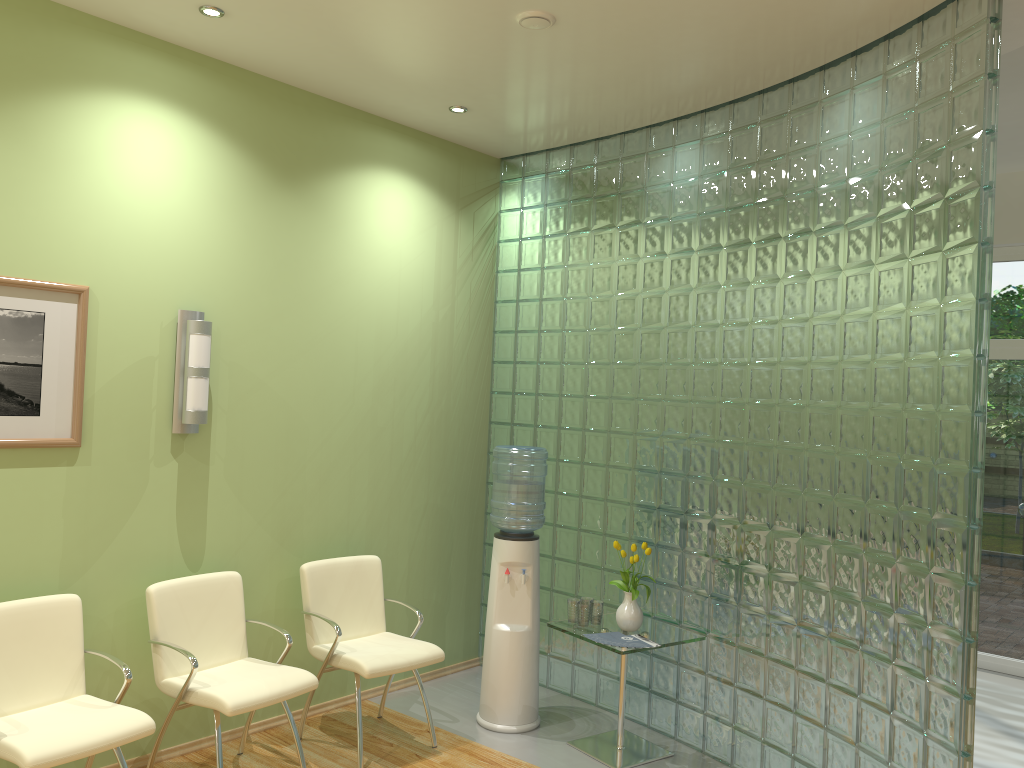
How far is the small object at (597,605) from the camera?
4.59m

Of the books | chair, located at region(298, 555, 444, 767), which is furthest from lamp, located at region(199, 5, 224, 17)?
the books

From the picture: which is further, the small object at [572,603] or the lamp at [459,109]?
the lamp at [459,109]

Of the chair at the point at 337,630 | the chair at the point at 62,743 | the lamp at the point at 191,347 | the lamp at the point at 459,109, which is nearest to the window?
the lamp at the point at 459,109

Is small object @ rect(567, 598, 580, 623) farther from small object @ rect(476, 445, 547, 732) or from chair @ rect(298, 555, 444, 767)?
chair @ rect(298, 555, 444, 767)

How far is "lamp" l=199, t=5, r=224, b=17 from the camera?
3.70m

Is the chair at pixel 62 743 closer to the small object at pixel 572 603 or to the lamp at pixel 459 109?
the small object at pixel 572 603

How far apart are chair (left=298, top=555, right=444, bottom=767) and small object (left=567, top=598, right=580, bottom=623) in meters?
0.7 m

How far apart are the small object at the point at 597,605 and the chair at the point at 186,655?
1.46m

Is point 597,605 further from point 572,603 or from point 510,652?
point 510,652
